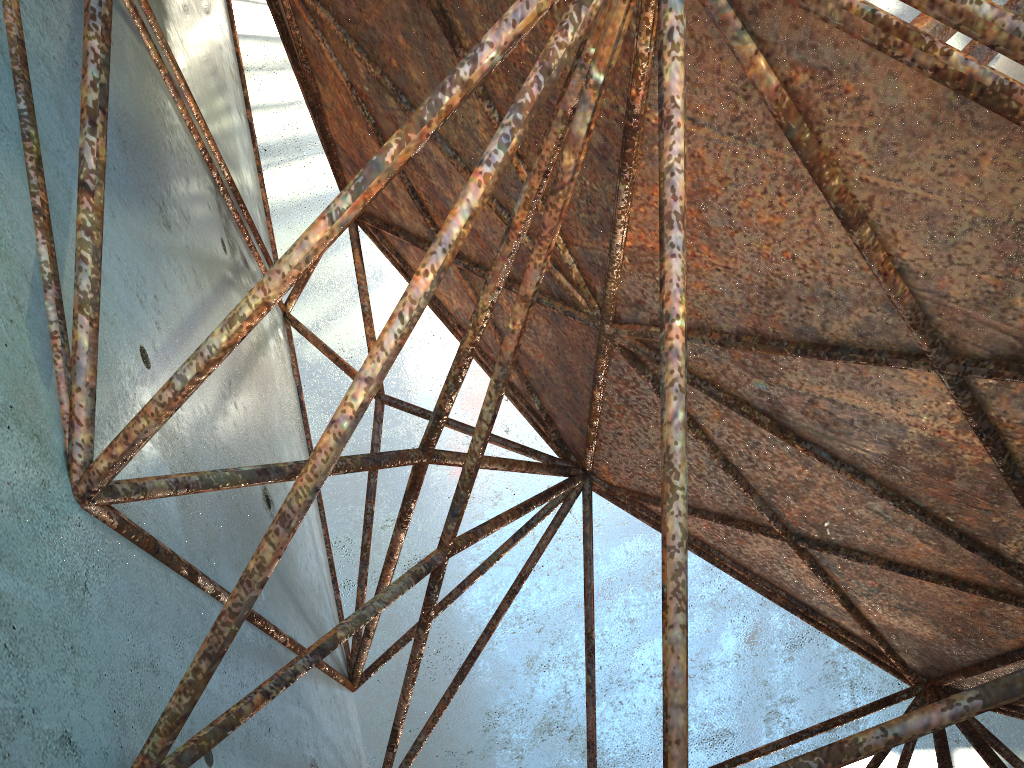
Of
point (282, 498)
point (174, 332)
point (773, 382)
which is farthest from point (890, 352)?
point (282, 498)
